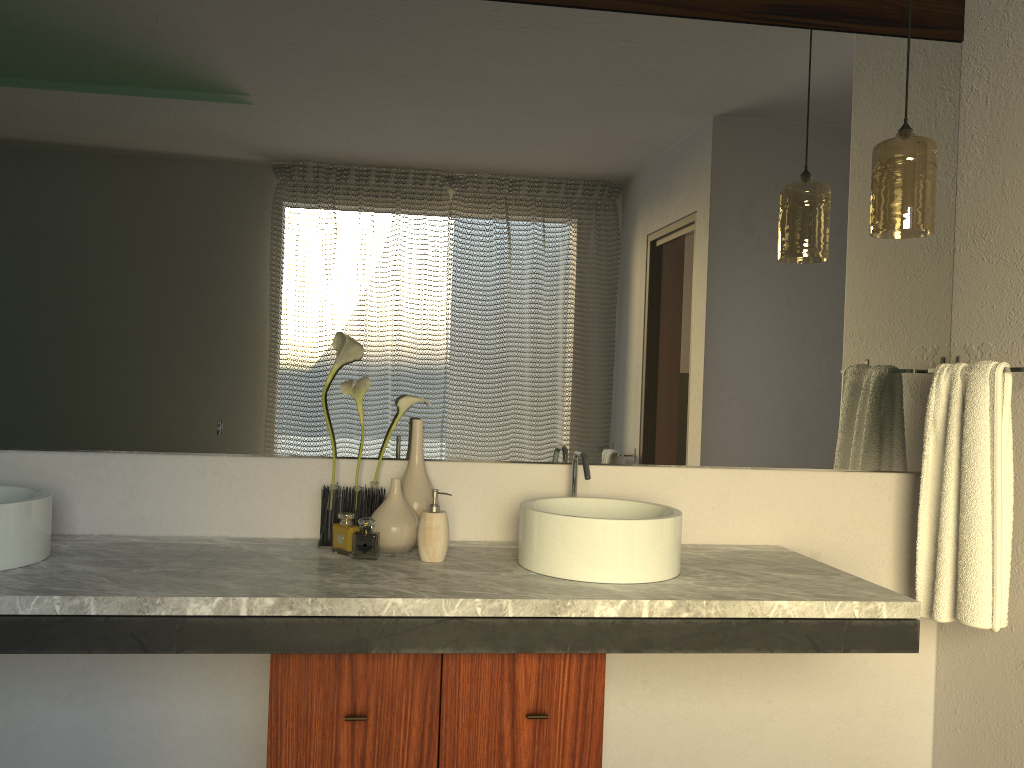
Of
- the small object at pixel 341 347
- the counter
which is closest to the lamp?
the counter

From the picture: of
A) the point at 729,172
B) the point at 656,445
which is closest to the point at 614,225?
the point at 729,172

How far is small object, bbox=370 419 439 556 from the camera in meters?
2.0

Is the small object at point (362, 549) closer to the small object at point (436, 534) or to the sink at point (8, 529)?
the small object at point (436, 534)

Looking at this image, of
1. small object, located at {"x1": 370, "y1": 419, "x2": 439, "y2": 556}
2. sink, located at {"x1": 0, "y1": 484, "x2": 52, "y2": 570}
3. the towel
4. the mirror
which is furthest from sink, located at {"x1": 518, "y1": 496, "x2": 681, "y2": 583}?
sink, located at {"x1": 0, "y1": 484, "x2": 52, "y2": 570}

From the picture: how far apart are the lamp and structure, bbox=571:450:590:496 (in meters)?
0.87

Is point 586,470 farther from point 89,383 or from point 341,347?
point 89,383

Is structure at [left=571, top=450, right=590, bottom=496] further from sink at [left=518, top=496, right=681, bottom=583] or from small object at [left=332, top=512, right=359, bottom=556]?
small object at [left=332, top=512, right=359, bottom=556]

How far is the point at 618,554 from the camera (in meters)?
1.81

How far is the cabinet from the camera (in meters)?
1.67
